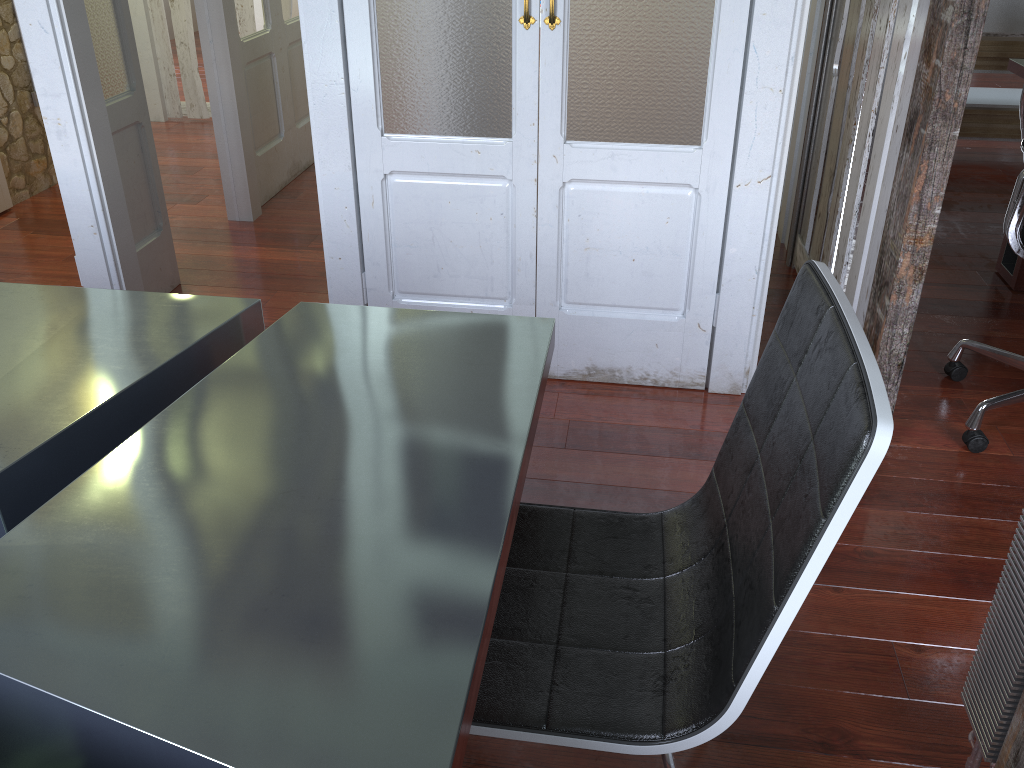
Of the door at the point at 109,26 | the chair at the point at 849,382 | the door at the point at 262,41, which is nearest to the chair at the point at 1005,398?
the chair at the point at 849,382

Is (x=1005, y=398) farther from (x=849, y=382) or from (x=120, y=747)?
(x=120, y=747)

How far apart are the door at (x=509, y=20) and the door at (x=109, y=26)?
0.9m

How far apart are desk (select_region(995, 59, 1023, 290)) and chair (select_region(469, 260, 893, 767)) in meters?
2.5

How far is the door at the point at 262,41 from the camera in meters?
3.9

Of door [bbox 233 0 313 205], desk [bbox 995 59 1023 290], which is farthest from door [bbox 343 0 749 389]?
door [bbox 233 0 313 205]

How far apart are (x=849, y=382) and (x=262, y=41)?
3.7 meters

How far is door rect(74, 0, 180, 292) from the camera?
2.8m

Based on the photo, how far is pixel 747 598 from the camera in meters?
1.0

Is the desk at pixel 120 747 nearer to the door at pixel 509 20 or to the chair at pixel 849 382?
the chair at pixel 849 382
